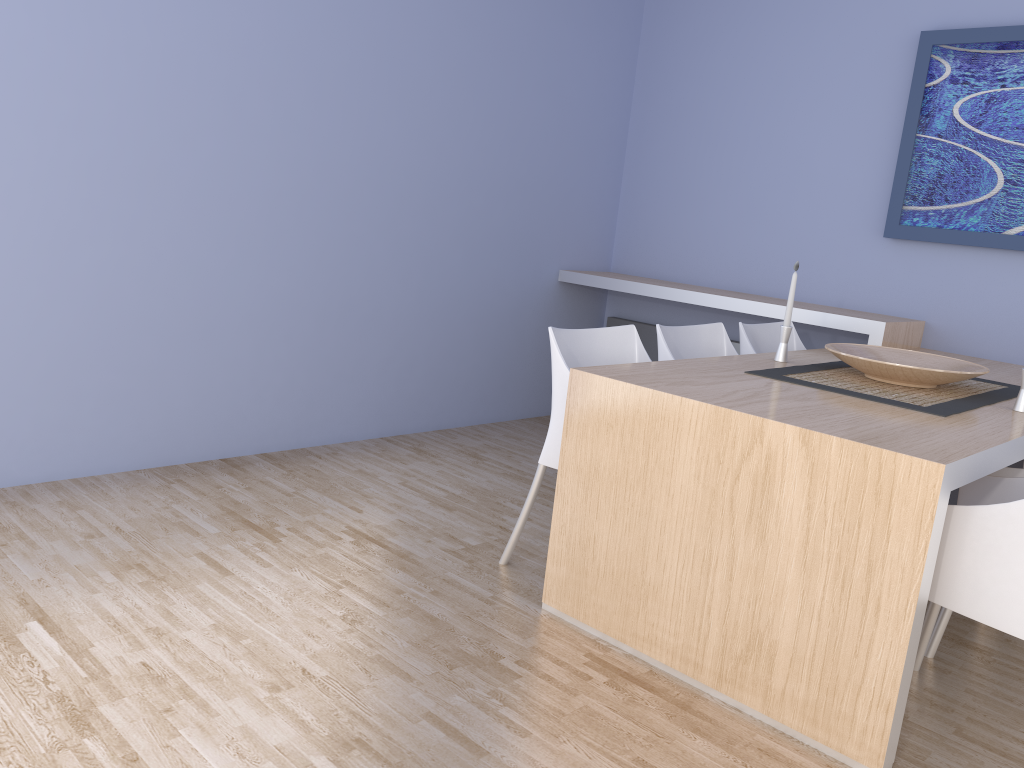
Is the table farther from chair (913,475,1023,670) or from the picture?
the picture

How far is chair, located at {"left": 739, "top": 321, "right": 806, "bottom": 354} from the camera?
3.5 meters

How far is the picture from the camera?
3.7 meters

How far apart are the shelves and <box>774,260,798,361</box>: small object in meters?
0.9 m

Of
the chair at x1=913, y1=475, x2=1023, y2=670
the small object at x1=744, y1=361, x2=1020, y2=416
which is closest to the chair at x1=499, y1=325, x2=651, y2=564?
the small object at x1=744, y1=361, x2=1020, y2=416

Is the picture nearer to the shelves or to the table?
the shelves

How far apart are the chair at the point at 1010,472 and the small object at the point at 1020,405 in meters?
0.2 m

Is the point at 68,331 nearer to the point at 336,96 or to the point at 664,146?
the point at 336,96

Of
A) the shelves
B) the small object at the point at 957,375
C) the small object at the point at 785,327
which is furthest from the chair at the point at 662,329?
the shelves

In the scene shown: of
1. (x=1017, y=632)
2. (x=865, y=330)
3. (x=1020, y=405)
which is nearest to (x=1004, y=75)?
(x=865, y=330)
